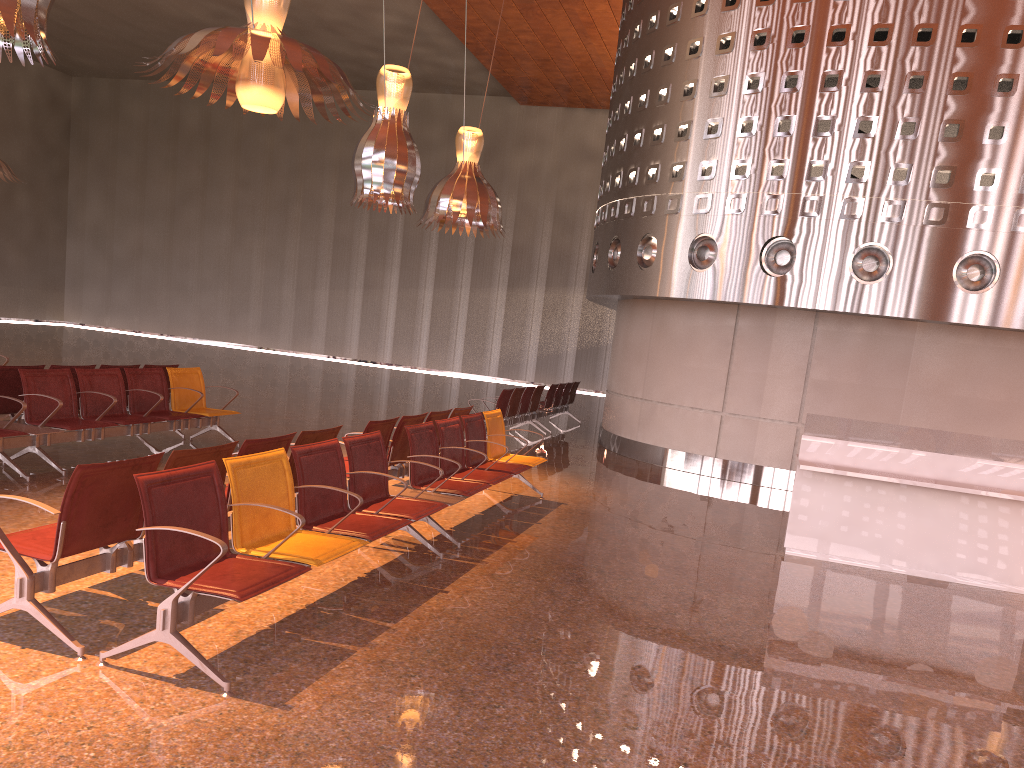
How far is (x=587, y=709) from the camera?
3.89m

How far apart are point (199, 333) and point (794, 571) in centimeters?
3023cm

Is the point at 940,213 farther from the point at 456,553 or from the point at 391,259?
the point at 391,259
